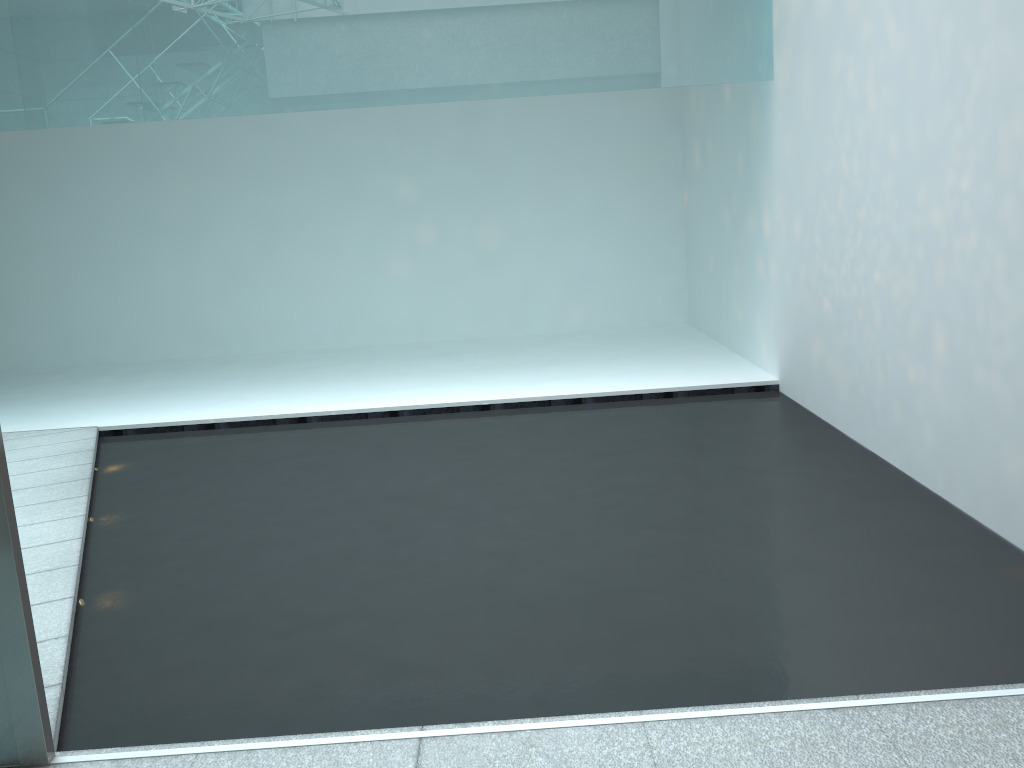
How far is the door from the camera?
1.7m

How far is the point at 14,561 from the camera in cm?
170

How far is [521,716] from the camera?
1.9m

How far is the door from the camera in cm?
170
